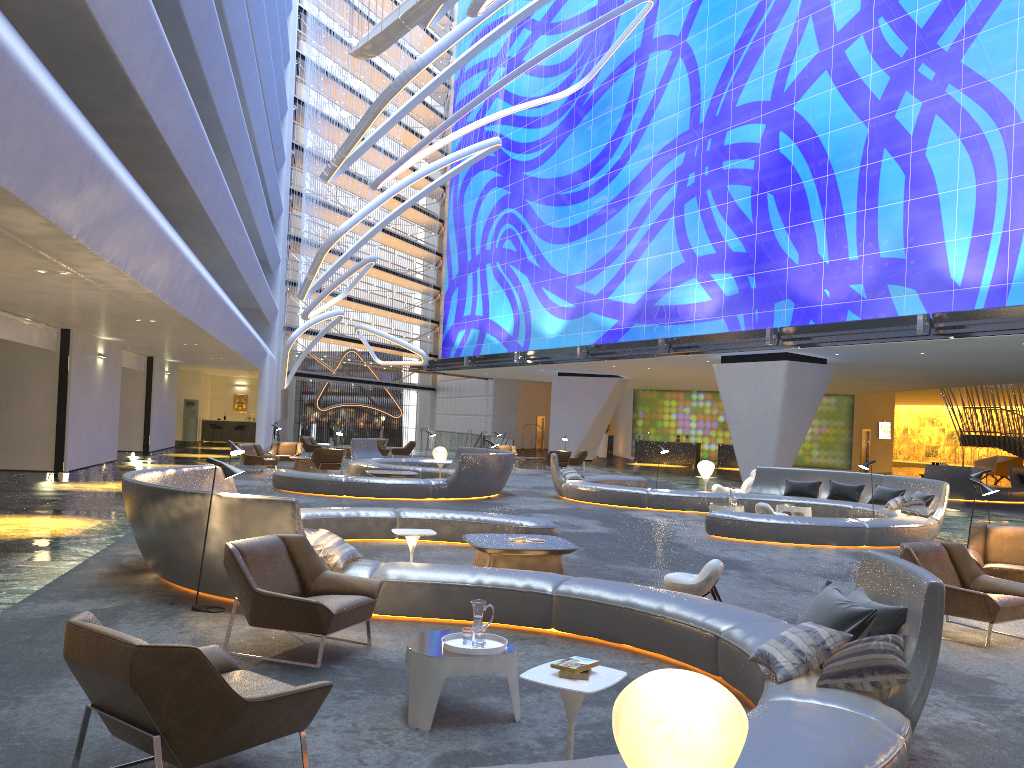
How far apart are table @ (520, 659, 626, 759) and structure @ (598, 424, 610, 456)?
43.4m

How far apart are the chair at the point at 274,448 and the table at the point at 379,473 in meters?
7.0 m

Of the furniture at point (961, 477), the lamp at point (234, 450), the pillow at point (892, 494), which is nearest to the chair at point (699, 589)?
the lamp at point (234, 450)

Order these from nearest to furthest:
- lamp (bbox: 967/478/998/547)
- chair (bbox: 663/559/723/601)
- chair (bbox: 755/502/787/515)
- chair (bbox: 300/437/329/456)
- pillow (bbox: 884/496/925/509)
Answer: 1. chair (bbox: 663/559/723/601)
2. lamp (bbox: 967/478/998/547)
3. chair (bbox: 755/502/787/515)
4. pillow (bbox: 884/496/925/509)
5. chair (bbox: 300/437/329/456)

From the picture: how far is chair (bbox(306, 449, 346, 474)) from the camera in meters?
23.2 m

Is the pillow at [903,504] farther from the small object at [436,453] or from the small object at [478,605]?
the small object at [478,605]

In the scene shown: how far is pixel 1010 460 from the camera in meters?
36.9

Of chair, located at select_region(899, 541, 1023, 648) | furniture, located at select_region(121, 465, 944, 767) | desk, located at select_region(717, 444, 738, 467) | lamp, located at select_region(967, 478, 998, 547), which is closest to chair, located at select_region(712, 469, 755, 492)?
furniture, located at select_region(121, 465, 944, 767)

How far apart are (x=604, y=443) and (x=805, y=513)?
31.3m

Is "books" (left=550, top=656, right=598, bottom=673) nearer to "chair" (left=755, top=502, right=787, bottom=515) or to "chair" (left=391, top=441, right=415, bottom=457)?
"chair" (left=755, top=502, right=787, bottom=515)
